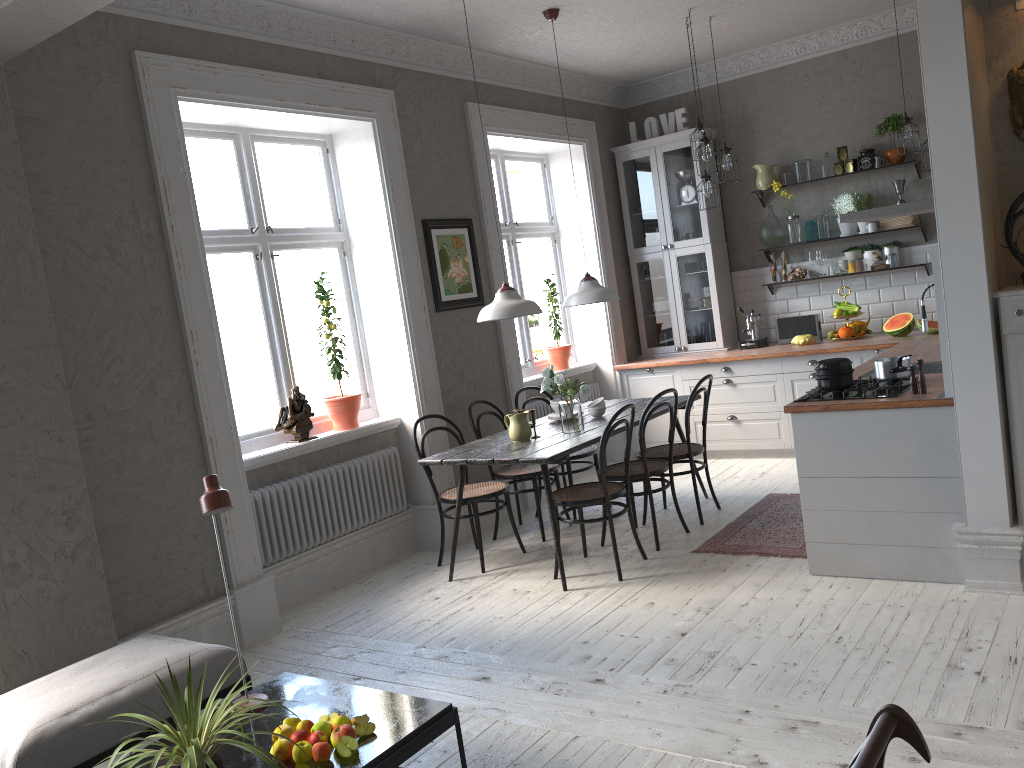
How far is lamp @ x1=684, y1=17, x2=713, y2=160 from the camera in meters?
6.1

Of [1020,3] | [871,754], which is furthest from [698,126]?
[871,754]

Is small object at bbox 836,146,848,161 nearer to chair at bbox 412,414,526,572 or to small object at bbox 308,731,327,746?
chair at bbox 412,414,526,572

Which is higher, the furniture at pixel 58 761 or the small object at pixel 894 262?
the small object at pixel 894 262

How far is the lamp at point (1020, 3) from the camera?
3.8 meters

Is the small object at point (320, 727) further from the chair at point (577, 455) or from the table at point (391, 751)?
the chair at point (577, 455)

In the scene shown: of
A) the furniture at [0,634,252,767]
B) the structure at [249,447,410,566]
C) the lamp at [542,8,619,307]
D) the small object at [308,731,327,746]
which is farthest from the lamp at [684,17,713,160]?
the small object at [308,731,327,746]

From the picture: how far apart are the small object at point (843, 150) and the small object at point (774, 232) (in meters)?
0.68

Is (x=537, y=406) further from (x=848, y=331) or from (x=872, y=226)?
(x=872, y=226)

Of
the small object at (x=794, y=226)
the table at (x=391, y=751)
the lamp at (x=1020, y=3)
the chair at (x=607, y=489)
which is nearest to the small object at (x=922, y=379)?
the chair at (x=607, y=489)
